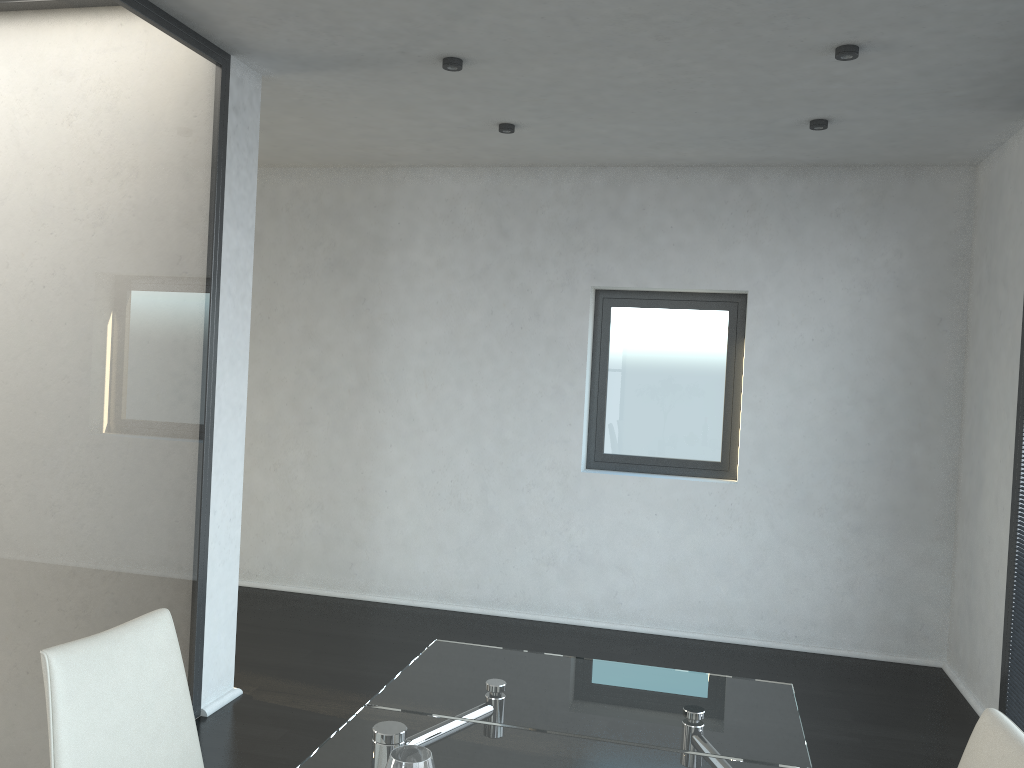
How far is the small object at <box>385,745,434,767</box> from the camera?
1.4 meters

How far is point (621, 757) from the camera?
1.74m

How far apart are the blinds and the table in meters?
2.1

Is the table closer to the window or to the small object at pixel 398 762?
the small object at pixel 398 762

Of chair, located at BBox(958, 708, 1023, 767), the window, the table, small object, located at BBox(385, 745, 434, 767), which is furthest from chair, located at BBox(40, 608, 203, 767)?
the window

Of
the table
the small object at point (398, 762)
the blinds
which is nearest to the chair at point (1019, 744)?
the table

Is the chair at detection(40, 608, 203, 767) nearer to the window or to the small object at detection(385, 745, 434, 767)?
the small object at detection(385, 745, 434, 767)

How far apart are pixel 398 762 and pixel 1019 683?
3.3m

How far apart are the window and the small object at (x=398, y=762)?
4.03m

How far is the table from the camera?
1.74m
